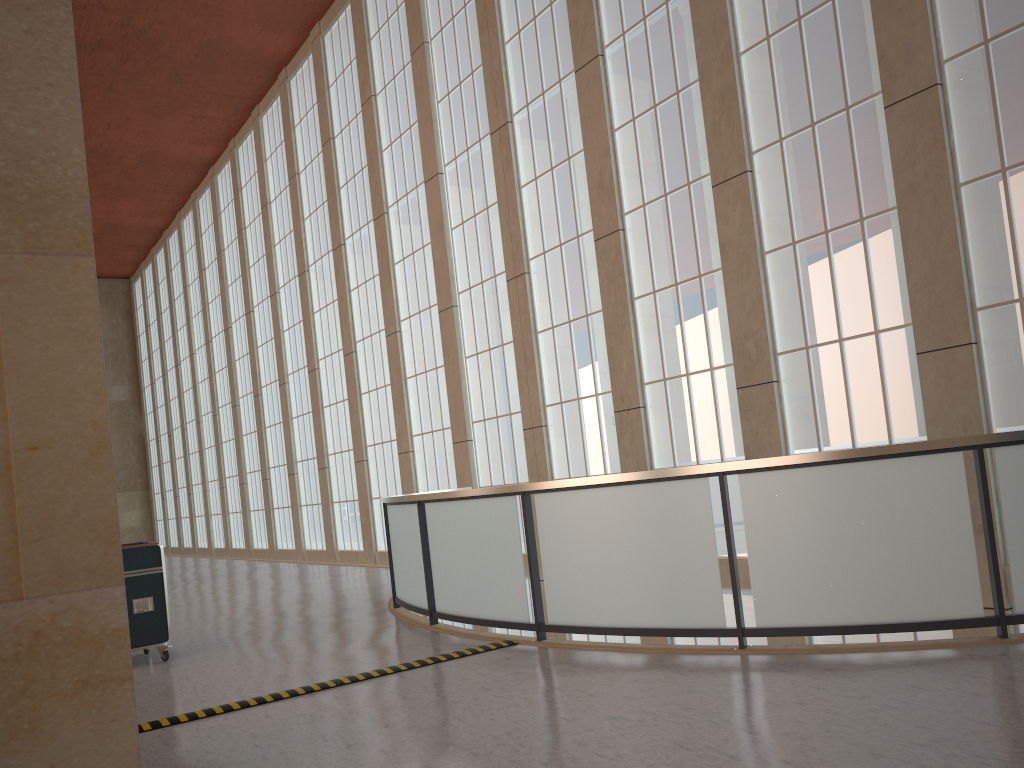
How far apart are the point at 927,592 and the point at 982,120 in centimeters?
714cm

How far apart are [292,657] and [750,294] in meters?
9.2

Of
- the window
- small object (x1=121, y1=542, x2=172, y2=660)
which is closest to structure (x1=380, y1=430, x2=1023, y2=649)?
small object (x1=121, y1=542, x2=172, y2=660)

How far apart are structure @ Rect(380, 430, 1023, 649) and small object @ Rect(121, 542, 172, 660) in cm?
317

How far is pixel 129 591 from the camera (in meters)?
11.05

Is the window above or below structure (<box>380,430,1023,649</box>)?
above

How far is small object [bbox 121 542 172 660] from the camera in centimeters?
1105cm

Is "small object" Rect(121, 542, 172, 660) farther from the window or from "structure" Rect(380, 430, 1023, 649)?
the window

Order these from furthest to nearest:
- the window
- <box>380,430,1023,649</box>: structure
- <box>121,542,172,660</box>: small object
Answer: the window
<box>121,542,172,660</box>: small object
<box>380,430,1023,649</box>: structure

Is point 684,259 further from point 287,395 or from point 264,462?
point 264,462
